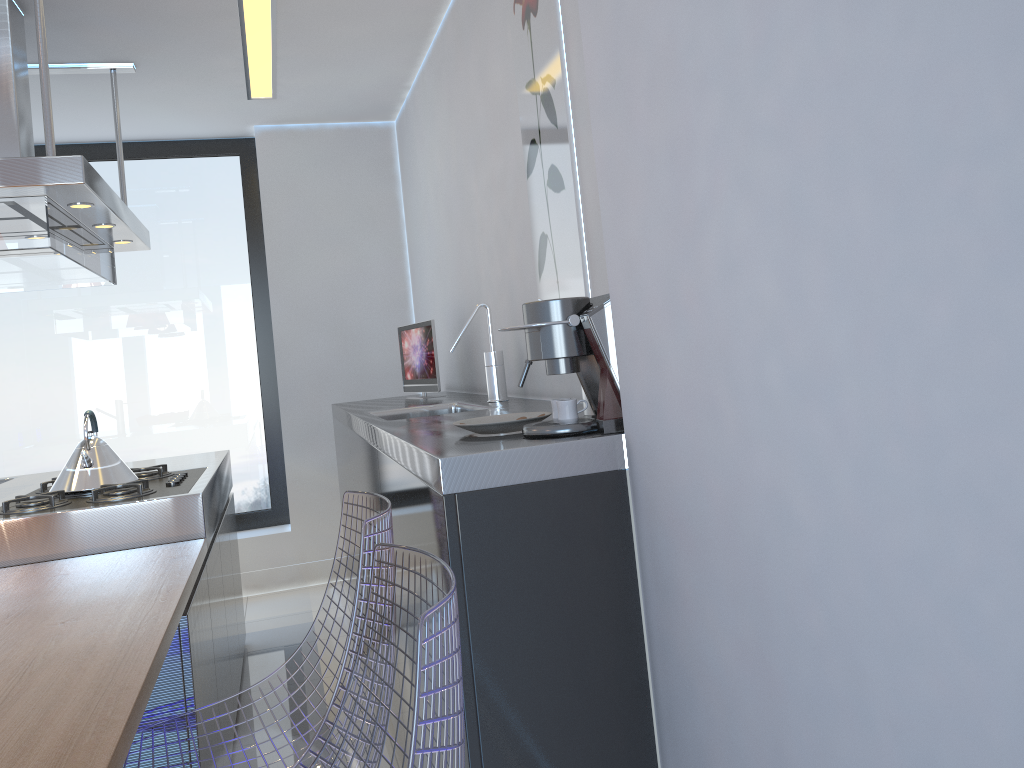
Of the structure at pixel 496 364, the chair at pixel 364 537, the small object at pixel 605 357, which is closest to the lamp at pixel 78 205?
the structure at pixel 496 364

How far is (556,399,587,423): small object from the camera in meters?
1.5

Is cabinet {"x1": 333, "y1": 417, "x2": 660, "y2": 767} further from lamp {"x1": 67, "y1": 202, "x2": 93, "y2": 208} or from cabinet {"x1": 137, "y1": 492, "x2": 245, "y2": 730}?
lamp {"x1": 67, "y1": 202, "x2": 93, "y2": 208}

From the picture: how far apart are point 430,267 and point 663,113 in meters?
3.2 m

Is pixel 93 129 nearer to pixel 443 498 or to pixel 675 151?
pixel 443 498

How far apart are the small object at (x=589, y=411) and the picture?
0.4 meters

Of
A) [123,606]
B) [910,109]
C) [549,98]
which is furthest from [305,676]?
[910,109]

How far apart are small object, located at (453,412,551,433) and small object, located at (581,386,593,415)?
0.12m

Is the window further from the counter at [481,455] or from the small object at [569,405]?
the small object at [569,405]

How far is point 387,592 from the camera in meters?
1.3
